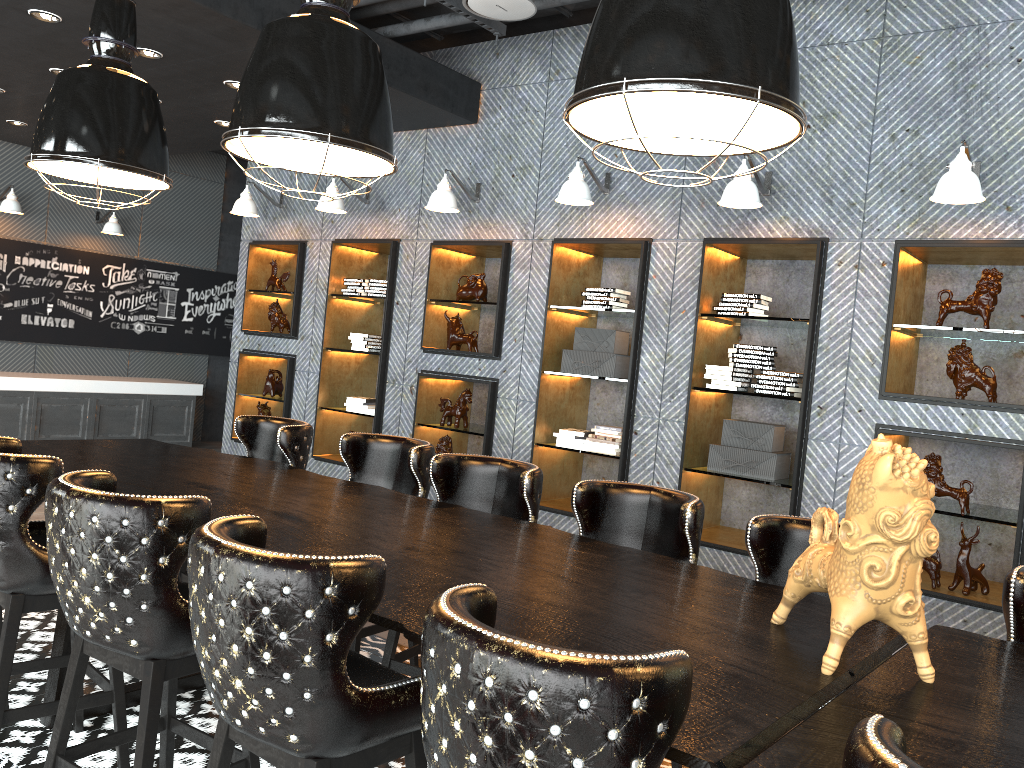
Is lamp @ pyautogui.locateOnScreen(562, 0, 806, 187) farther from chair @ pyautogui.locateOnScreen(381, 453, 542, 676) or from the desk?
chair @ pyautogui.locateOnScreen(381, 453, 542, 676)

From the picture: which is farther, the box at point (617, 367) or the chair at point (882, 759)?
the box at point (617, 367)

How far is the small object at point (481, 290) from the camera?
6.43m

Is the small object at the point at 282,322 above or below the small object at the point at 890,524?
above

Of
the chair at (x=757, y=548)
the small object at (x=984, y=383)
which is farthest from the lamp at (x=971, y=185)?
the chair at (x=757, y=548)

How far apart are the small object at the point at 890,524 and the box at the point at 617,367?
3.51m

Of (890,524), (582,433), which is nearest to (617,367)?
(582,433)

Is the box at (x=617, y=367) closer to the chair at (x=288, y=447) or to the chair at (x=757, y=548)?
the chair at (x=288, y=447)

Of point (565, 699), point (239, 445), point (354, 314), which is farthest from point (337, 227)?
point (565, 699)

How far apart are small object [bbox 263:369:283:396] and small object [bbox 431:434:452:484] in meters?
2.0 m
